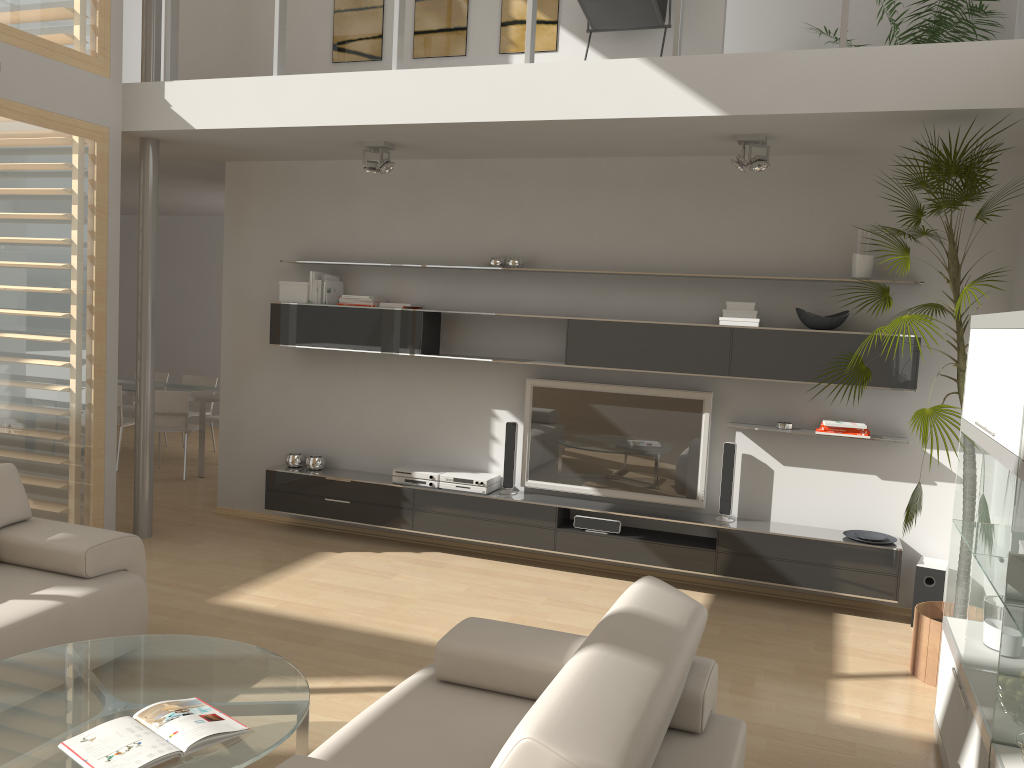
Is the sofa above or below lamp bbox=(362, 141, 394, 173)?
below

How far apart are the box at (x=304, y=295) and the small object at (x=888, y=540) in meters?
3.9 m

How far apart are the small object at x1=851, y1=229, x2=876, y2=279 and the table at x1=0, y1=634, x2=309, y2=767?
3.77m

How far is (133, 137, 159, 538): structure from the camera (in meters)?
5.88

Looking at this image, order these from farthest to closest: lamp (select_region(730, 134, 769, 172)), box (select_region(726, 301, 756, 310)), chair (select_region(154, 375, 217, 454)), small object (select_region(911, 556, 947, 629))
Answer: chair (select_region(154, 375, 217, 454)), box (select_region(726, 301, 756, 310)), small object (select_region(911, 556, 947, 629)), lamp (select_region(730, 134, 769, 172))

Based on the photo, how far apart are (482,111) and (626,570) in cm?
303

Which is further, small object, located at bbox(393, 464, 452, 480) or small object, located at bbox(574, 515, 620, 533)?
→ small object, located at bbox(393, 464, 452, 480)

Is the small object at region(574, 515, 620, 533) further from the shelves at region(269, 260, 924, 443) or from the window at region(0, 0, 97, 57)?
the window at region(0, 0, 97, 57)

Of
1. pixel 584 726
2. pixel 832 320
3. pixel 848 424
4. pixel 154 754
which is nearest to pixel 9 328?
pixel 154 754

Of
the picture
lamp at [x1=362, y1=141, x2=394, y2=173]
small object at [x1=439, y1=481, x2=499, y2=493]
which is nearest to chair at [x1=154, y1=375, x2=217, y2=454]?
the picture
